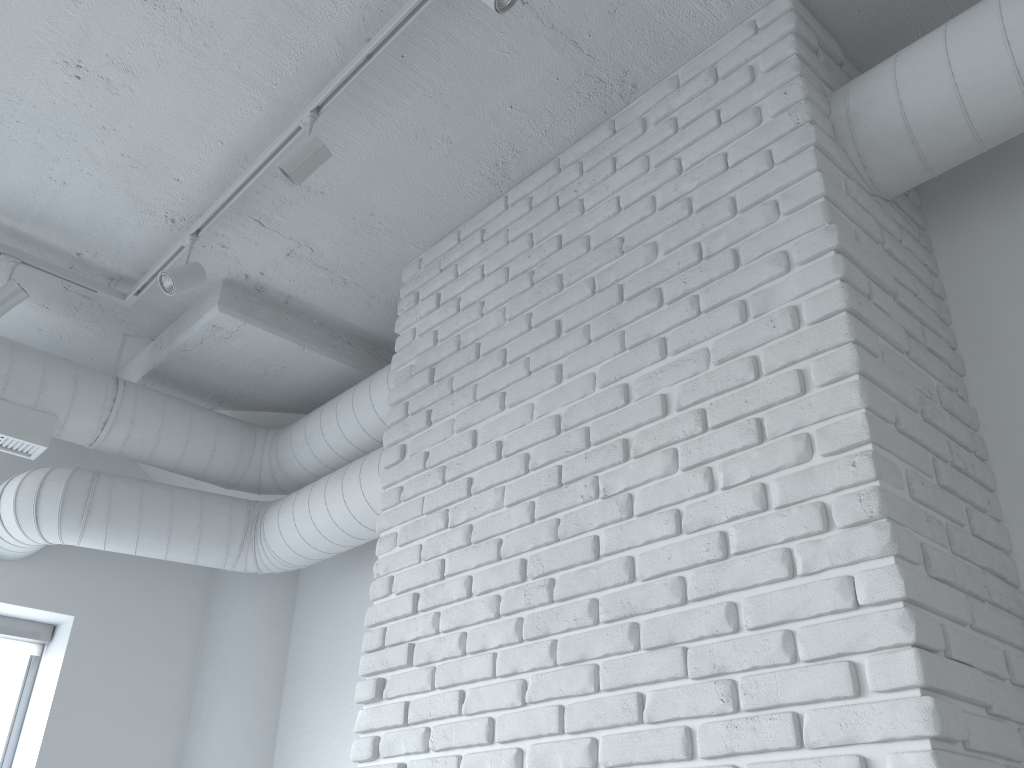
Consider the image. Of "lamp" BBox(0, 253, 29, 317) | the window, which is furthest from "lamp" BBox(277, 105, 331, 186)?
the window

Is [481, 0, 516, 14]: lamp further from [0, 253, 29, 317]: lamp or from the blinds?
the blinds

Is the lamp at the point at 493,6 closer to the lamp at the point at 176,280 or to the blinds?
the lamp at the point at 176,280

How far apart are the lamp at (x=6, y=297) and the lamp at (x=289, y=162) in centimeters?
128cm

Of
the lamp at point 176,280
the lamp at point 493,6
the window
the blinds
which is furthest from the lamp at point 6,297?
the lamp at point 493,6

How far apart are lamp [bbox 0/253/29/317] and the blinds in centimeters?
155cm

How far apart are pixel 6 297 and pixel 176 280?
0.69m

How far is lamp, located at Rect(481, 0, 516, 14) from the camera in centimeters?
198cm

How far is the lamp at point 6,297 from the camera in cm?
314

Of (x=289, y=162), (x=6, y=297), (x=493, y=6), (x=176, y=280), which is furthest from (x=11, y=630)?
(x=493, y=6)
